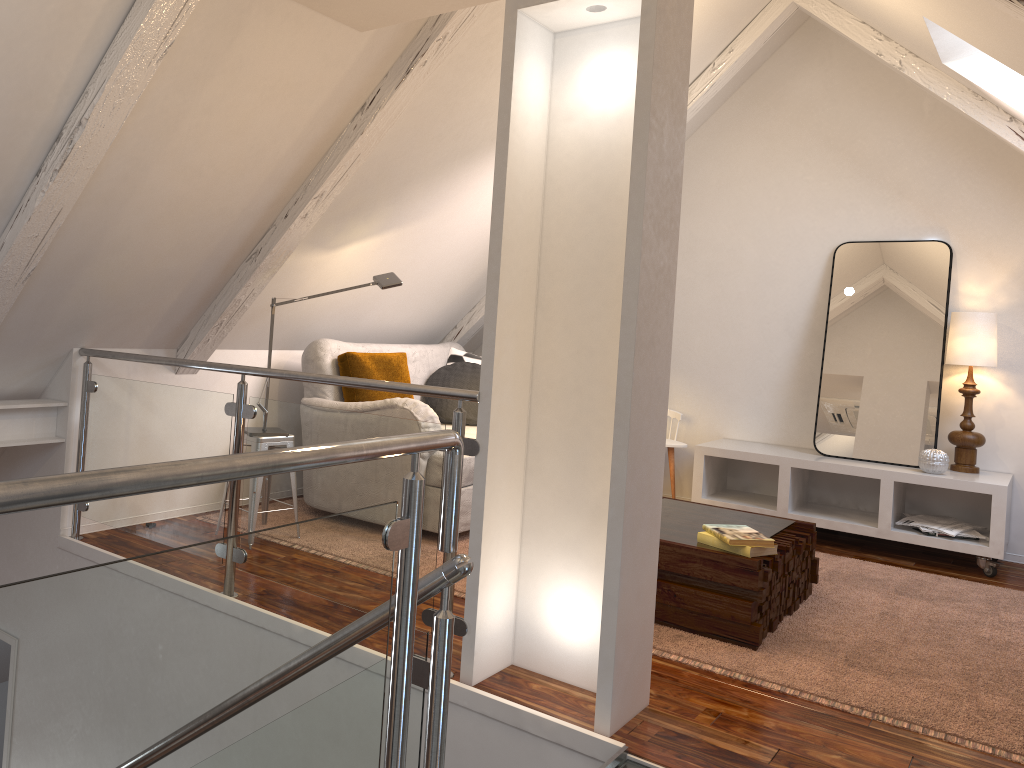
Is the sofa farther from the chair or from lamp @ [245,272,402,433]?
the chair

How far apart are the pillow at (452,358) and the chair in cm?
114

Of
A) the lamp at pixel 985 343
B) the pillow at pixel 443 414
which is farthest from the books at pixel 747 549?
the lamp at pixel 985 343

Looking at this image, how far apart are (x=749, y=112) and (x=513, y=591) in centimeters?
343cm

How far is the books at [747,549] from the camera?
2.75m

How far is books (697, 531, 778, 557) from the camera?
2.7m

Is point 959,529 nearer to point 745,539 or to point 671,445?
point 671,445

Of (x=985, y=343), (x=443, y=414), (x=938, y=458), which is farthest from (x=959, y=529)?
(x=443, y=414)

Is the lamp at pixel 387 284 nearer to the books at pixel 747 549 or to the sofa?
the sofa

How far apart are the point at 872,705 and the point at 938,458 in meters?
2.0 m
